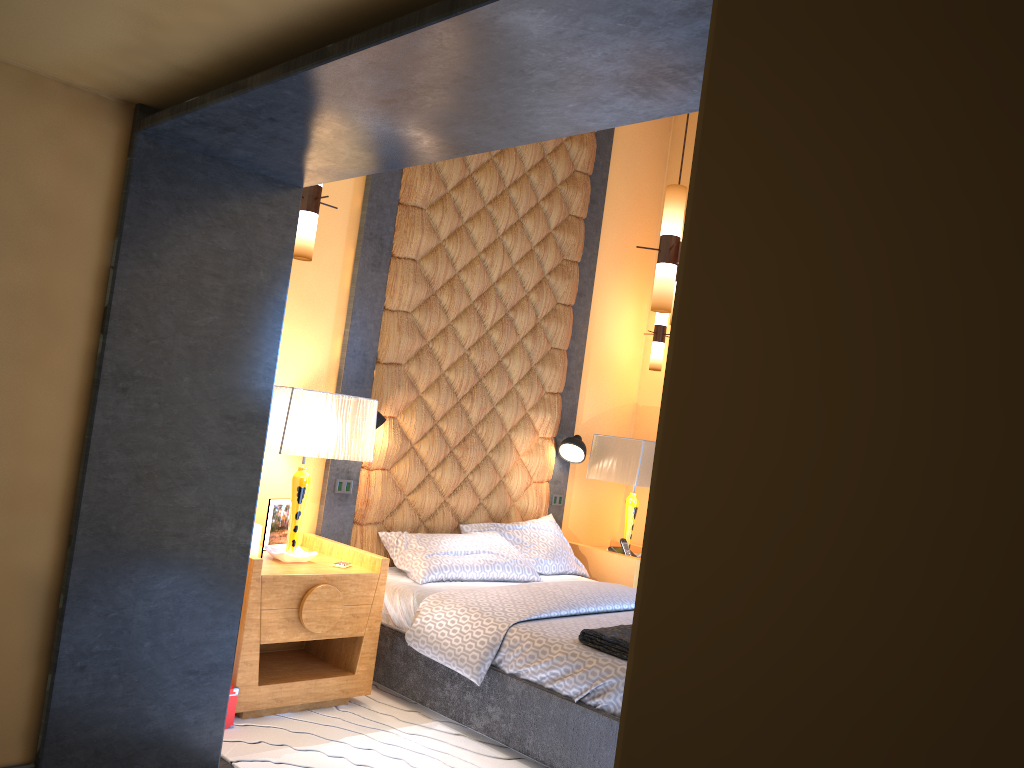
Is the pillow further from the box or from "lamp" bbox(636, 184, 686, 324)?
the box

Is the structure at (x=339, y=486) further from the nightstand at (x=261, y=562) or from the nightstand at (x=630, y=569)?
the nightstand at (x=630, y=569)

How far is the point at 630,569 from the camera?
5.5m

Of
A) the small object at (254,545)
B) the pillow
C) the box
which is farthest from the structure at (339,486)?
the pillow

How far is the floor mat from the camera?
3.4 meters

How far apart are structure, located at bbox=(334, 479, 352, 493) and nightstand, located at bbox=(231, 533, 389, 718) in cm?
29

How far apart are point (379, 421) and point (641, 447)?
1.82m

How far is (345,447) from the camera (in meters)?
4.08

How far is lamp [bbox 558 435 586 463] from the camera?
5.7 meters

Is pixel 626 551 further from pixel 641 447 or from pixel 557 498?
pixel 641 447
